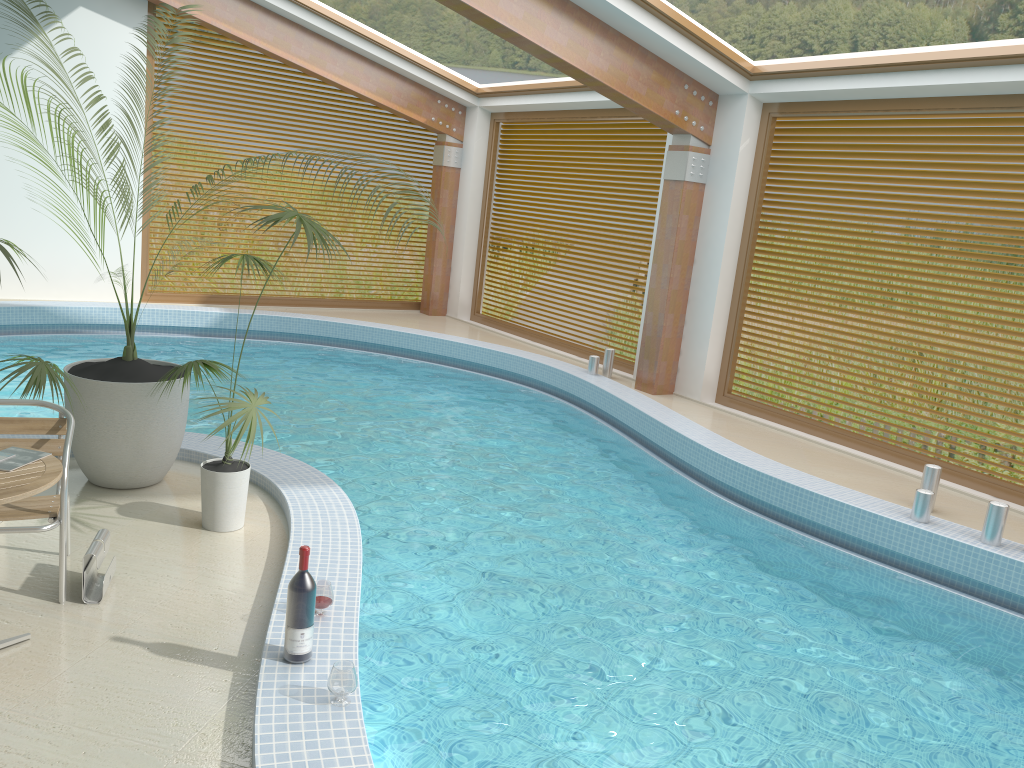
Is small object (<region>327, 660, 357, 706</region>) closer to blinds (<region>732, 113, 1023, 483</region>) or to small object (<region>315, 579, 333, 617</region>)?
small object (<region>315, 579, 333, 617</region>)

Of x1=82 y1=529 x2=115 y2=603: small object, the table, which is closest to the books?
the table

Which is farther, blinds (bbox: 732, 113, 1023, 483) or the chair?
blinds (bbox: 732, 113, 1023, 483)

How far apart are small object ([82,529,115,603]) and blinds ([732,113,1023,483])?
6.6m

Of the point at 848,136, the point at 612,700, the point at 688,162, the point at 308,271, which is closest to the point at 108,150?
the point at 612,700

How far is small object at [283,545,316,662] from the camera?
3.18m

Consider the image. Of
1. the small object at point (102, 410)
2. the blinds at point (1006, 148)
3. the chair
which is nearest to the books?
the chair

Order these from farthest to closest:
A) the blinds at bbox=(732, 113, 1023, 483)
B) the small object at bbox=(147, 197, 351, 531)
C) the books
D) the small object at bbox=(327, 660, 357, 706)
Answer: the blinds at bbox=(732, 113, 1023, 483)
the small object at bbox=(147, 197, 351, 531)
the books
the small object at bbox=(327, 660, 357, 706)

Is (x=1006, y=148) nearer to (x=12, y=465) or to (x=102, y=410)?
(x=102, y=410)

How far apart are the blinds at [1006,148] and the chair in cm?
Answer: 665
